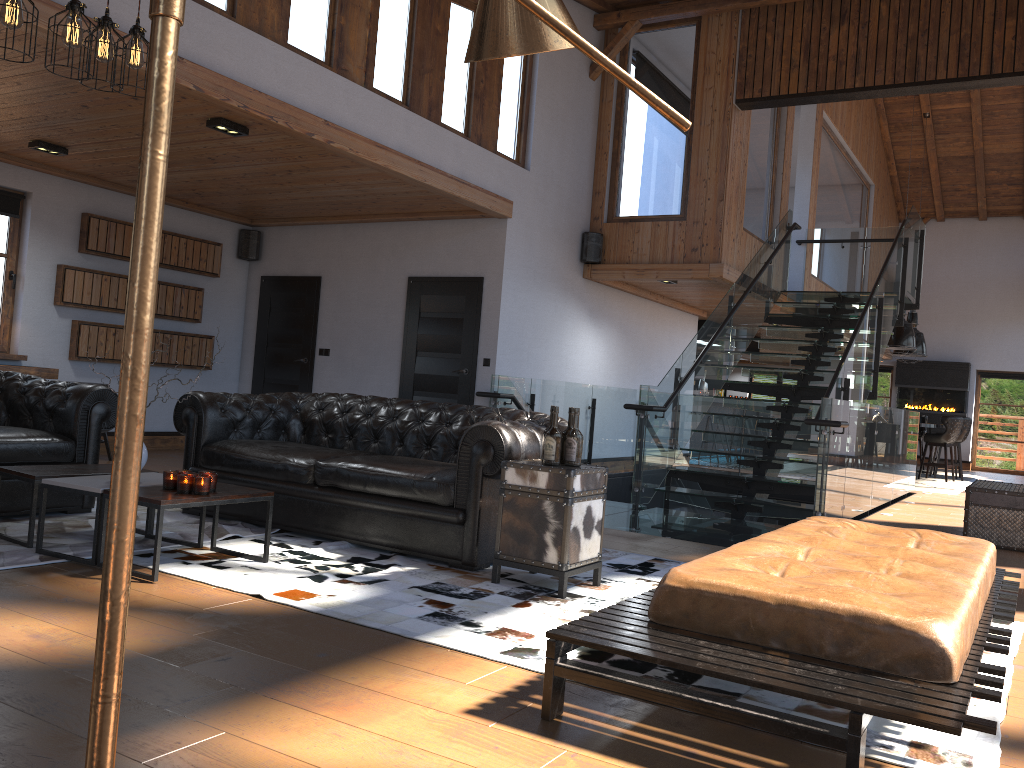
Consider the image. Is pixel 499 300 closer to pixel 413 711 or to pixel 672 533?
pixel 672 533

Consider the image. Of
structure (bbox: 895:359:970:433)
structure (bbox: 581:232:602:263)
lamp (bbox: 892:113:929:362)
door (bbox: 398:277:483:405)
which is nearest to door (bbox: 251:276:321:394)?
door (bbox: 398:277:483:405)

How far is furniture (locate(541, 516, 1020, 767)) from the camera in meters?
2.3

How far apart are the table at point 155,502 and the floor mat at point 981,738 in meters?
0.0

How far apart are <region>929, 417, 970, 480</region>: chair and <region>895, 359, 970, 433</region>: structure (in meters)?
4.24

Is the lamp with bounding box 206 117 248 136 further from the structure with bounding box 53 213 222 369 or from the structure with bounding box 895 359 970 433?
the structure with bounding box 895 359 970 433

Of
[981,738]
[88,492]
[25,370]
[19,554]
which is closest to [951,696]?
[981,738]

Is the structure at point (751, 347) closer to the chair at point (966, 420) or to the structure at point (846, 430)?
the chair at point (966, 420)

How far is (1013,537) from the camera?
6.94m

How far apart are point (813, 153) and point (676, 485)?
6.4m
